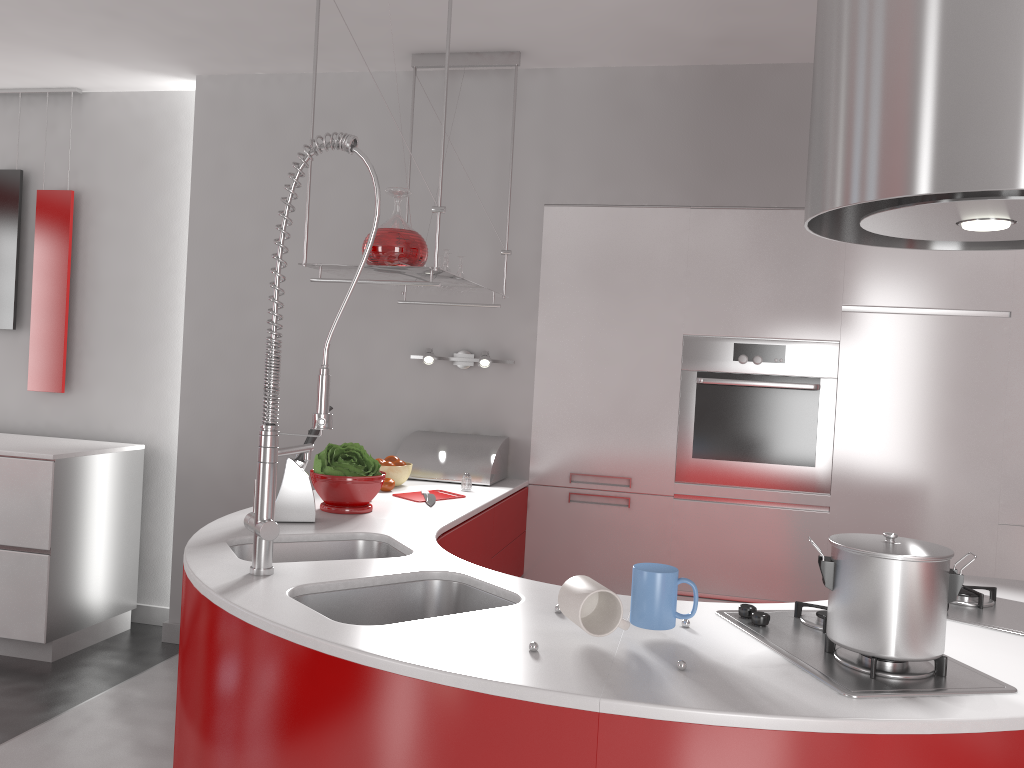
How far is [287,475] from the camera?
2.4m

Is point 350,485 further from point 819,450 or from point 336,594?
point 819,450

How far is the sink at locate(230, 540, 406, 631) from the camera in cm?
227

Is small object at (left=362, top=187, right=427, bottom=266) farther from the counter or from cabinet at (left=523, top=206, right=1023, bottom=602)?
cabinet at (left=523, top=206, right=1023, bottom=602)

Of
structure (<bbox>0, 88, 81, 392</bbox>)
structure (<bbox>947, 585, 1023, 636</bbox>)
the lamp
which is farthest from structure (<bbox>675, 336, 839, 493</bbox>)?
structure (<bbox>0, 88, 81, 392</bbox>)

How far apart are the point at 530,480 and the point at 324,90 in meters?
1.9

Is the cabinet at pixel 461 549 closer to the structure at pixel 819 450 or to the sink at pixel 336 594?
the sink at pixel 336 594

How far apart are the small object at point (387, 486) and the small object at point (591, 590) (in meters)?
1.67

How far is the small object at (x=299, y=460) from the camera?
2.5m

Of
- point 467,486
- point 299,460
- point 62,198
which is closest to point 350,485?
point 299,460
